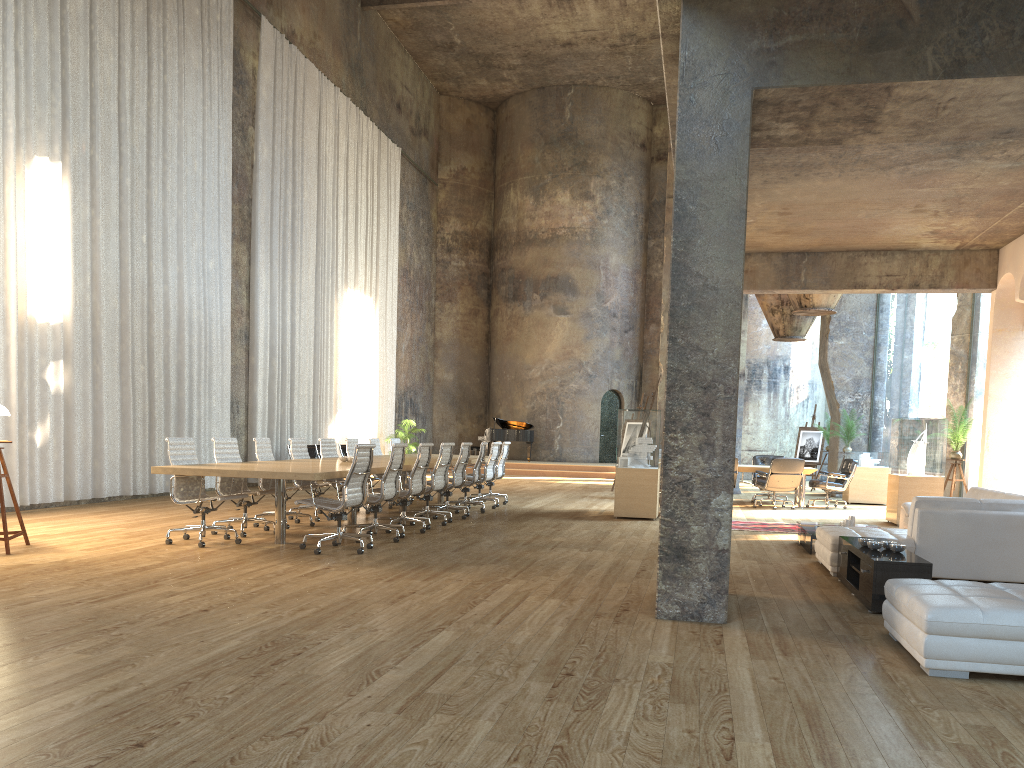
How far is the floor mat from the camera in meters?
11.5 m

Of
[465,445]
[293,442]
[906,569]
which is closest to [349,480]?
[293,442]

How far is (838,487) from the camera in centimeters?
1526cm

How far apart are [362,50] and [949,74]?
19.3m

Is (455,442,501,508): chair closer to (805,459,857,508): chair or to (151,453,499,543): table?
(151,453,499,543): table

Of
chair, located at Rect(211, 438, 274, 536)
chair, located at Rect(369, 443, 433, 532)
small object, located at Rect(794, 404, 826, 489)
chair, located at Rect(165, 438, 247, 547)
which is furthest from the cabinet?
small object, located at Rect(794, 404, 826, 489)

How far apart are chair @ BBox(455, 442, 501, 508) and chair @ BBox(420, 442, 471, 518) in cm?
126

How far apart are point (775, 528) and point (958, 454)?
3.5 meters

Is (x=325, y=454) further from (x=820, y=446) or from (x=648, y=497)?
(x=820, y=446)

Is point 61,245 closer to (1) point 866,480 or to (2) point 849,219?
(2) point 849,219
